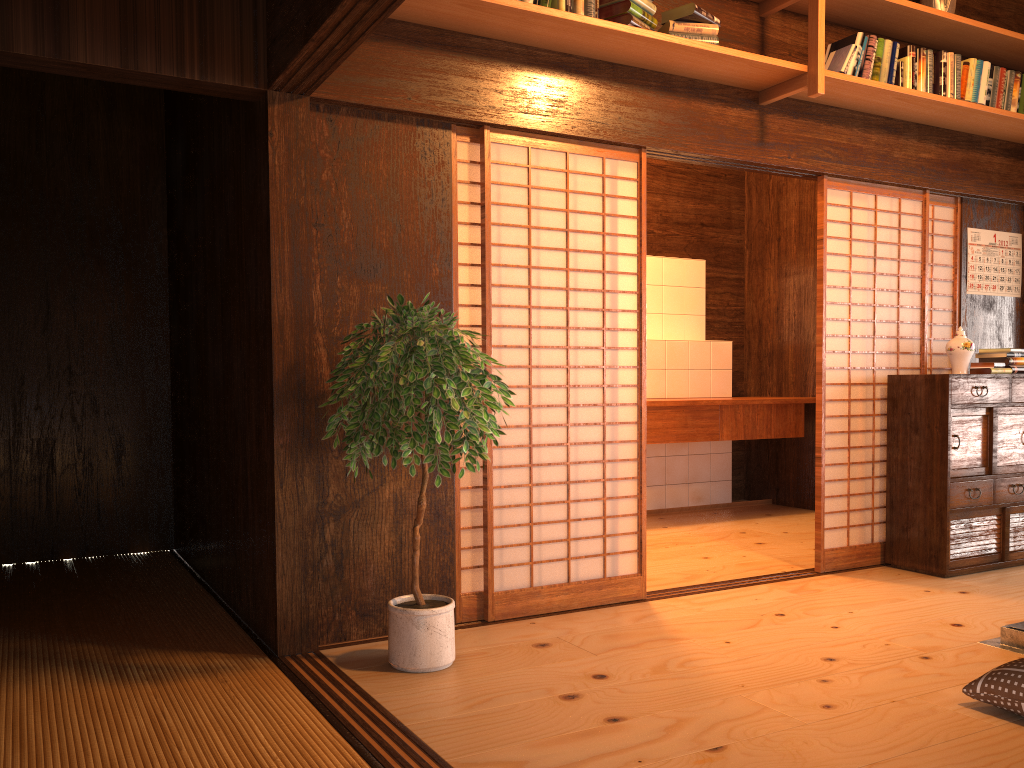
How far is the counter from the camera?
5.96m

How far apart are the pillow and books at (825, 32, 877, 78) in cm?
275

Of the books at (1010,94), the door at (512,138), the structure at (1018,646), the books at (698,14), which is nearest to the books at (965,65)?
the books at (1010,94)

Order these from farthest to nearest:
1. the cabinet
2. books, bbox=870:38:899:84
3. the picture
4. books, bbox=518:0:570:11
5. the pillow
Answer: the picture
the cabinet
books, bbox=870:38:899:84
books, bbox=518:0:570:11
the pillow

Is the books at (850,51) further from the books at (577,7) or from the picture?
the picture

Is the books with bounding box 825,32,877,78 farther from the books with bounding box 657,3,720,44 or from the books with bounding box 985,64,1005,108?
the books with bounding box 985,64,1005,108

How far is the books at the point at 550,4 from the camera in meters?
3.4

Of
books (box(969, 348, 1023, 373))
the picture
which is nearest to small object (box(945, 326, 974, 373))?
books (box(969, 348, 1023, 373))

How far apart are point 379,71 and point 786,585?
3.0 meters

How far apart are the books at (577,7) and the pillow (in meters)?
2.73
